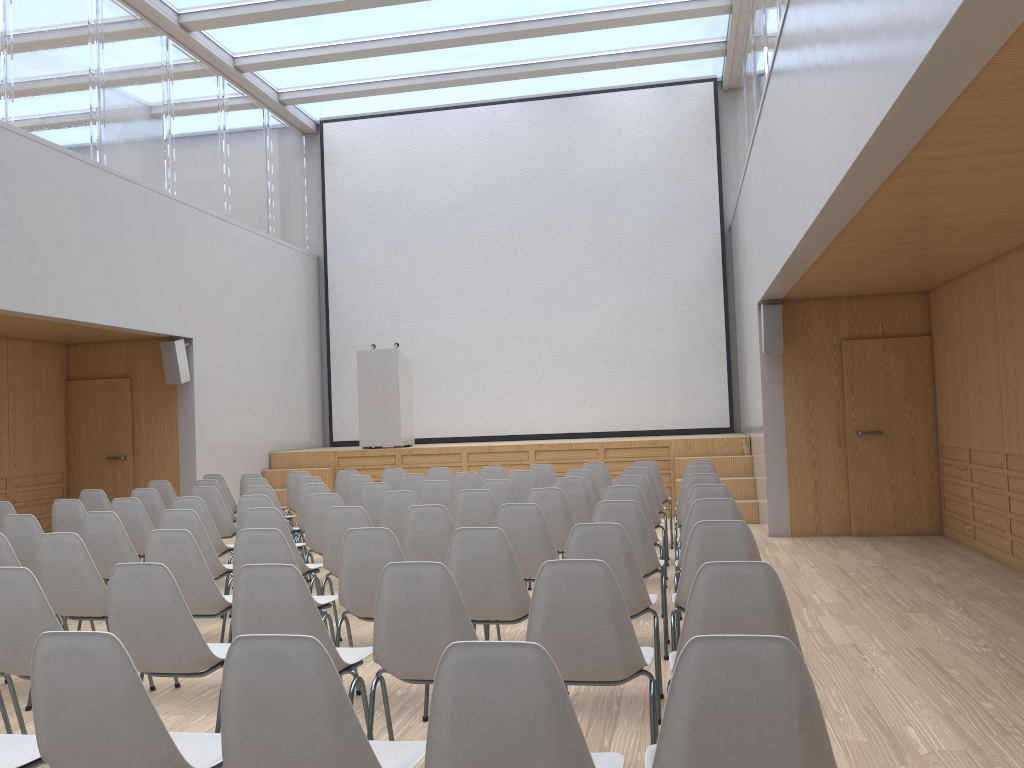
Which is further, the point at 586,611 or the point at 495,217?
the point at 495,217

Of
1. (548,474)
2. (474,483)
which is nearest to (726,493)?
(474,483)

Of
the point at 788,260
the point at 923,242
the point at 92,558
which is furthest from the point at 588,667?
the point at 923,242

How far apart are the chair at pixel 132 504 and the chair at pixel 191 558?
2.2 meters

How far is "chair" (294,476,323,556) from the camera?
8.4 meters

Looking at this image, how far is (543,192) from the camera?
13.70m

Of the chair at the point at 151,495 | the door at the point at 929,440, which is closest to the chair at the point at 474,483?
the chair at the point at 151,495

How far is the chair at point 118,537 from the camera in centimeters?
543cm

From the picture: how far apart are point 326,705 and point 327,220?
13.06m

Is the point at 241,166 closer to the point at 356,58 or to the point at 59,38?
the point at 356,58
